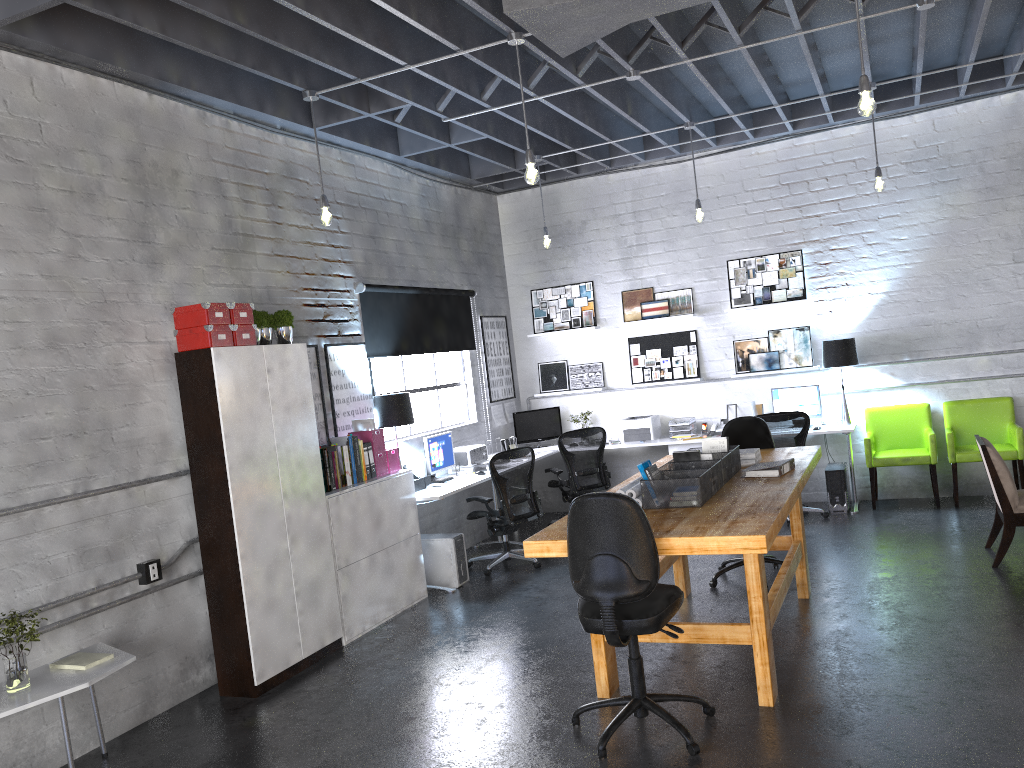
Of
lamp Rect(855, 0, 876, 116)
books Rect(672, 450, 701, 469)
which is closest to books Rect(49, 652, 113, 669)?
books Rect(672, 450, 701, 469)

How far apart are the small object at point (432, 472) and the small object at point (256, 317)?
2.40m

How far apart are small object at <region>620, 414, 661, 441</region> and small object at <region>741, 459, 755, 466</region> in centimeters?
363cm

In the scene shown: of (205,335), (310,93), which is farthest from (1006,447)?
(205,335)

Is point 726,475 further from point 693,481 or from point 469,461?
point 469,461

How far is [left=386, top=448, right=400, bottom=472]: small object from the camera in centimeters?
687cm

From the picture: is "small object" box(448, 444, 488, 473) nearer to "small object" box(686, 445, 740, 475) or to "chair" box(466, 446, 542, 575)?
"chair" box(466, 446, 542, 575)

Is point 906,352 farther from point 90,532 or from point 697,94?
point 90,532

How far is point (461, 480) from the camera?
7.6 meters

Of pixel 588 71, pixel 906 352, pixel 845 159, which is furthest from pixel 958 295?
pixel 588 71
